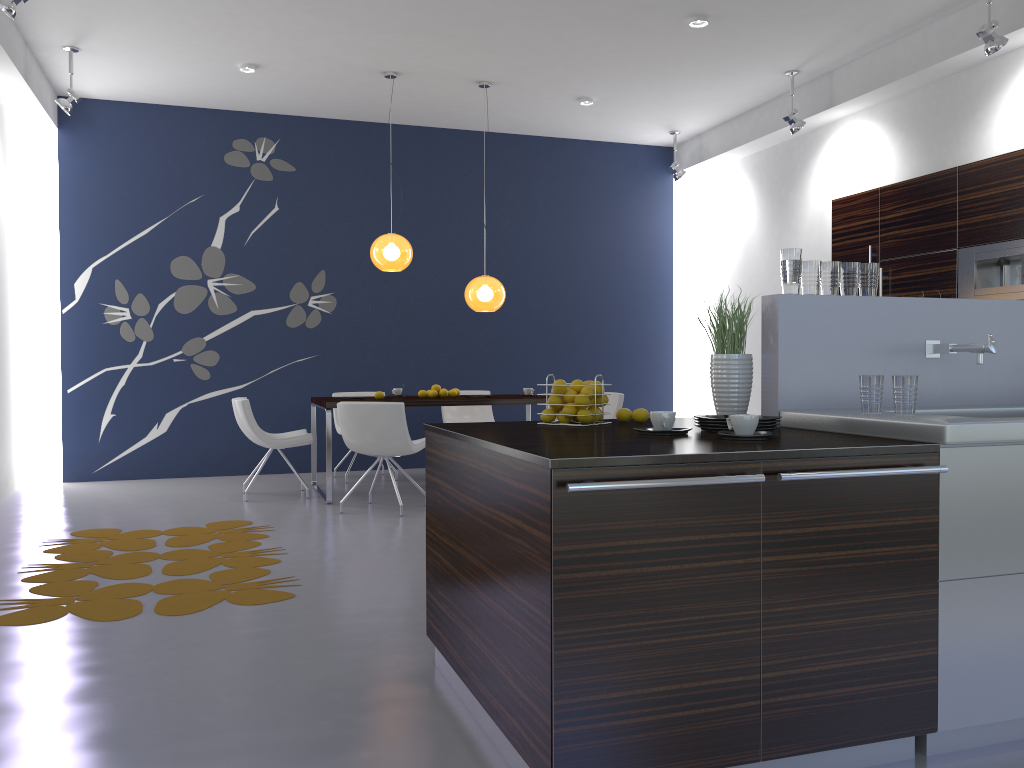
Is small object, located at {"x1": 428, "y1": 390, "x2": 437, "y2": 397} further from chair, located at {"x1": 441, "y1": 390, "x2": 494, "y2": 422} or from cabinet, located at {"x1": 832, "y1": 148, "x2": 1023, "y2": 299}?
cabinet, located at {"x1": 832, "y1": 148, "x2": 1023, "y2": 299}

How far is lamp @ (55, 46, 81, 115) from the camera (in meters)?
6.74

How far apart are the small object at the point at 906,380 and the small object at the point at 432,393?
4.8 meters

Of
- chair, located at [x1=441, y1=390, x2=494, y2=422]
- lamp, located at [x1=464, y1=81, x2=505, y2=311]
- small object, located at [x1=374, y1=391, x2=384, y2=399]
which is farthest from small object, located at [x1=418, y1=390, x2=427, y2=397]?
chair, located at [x1=441, y1=390, x2=494, y2=422]

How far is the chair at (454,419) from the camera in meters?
8.7 m

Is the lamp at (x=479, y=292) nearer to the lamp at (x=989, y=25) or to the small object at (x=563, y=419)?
the lamp at (x=989, y=25)

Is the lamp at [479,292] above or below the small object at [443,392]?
above

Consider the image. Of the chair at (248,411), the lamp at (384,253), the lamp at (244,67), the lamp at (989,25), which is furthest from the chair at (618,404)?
the lamp at (244,67)

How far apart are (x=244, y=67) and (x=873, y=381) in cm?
609

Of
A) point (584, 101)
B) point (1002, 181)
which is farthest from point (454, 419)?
point (1002, 181)
